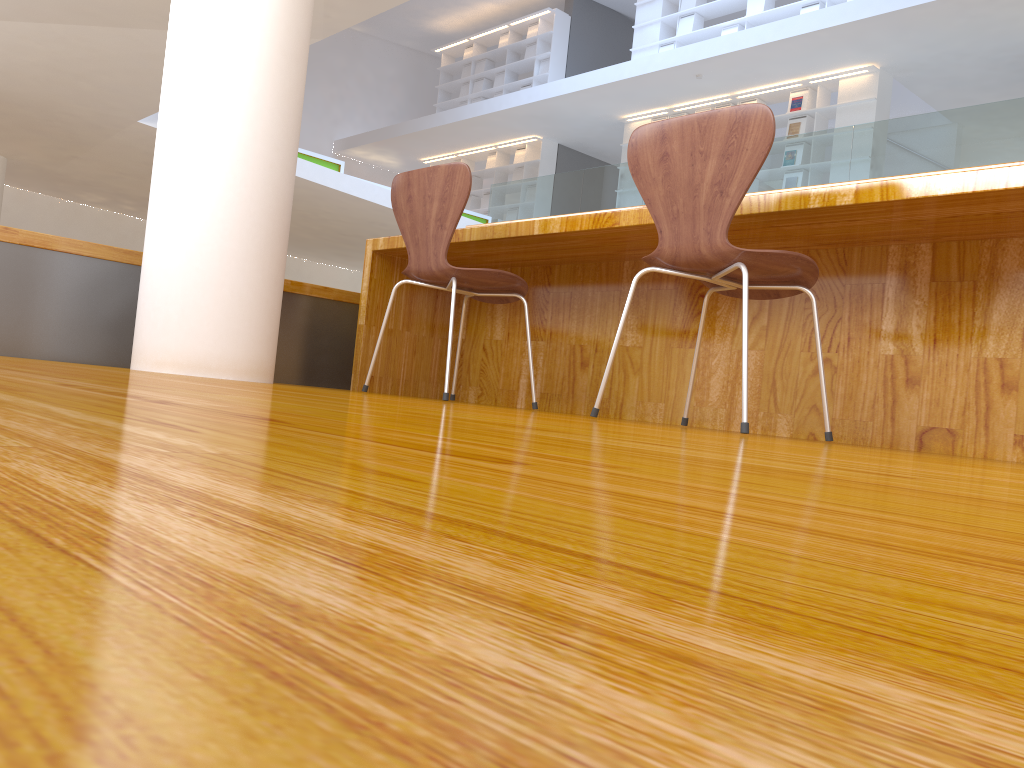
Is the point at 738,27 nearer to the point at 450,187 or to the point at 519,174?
the point at 519,174

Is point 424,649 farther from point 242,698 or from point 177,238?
point 177,238

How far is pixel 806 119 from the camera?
10.5m

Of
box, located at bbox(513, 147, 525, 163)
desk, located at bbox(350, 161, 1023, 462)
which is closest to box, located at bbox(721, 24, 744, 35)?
box, located at bbox(513, 147, 525, 163)

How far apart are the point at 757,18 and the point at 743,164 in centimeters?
1048cm

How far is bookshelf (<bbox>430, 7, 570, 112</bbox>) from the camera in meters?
13.8 m

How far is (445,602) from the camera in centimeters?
9cm

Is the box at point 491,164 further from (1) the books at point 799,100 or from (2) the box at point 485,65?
(1) the books at point 799,100

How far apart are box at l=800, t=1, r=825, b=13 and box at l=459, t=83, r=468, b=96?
6.43m

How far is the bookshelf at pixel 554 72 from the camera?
13.8m
